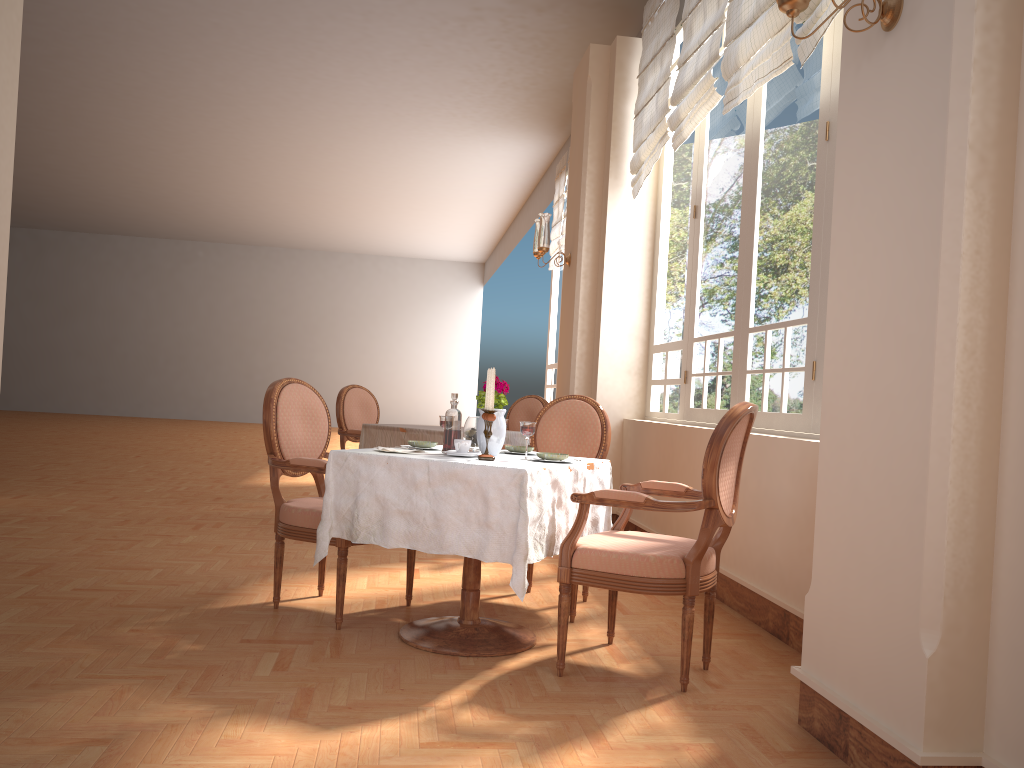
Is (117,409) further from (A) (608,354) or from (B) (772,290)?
(B) (772,290)

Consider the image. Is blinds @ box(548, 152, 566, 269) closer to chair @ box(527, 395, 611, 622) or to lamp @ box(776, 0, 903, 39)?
chair @ box(527, 395, 611, 622)

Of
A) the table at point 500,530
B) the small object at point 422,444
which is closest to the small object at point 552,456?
the table at point 500,530

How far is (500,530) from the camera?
2.8m

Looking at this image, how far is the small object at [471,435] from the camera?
3.32m

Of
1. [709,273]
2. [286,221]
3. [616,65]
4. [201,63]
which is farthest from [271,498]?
[286,221]

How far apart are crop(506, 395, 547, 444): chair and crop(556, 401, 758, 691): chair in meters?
3.2

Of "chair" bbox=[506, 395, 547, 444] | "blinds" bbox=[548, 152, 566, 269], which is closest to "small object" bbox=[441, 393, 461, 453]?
"chair" bbox=[506, 395, 547, 444]

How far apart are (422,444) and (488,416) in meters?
0.5

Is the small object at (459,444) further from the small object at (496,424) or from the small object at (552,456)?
the small object at (552,456)
